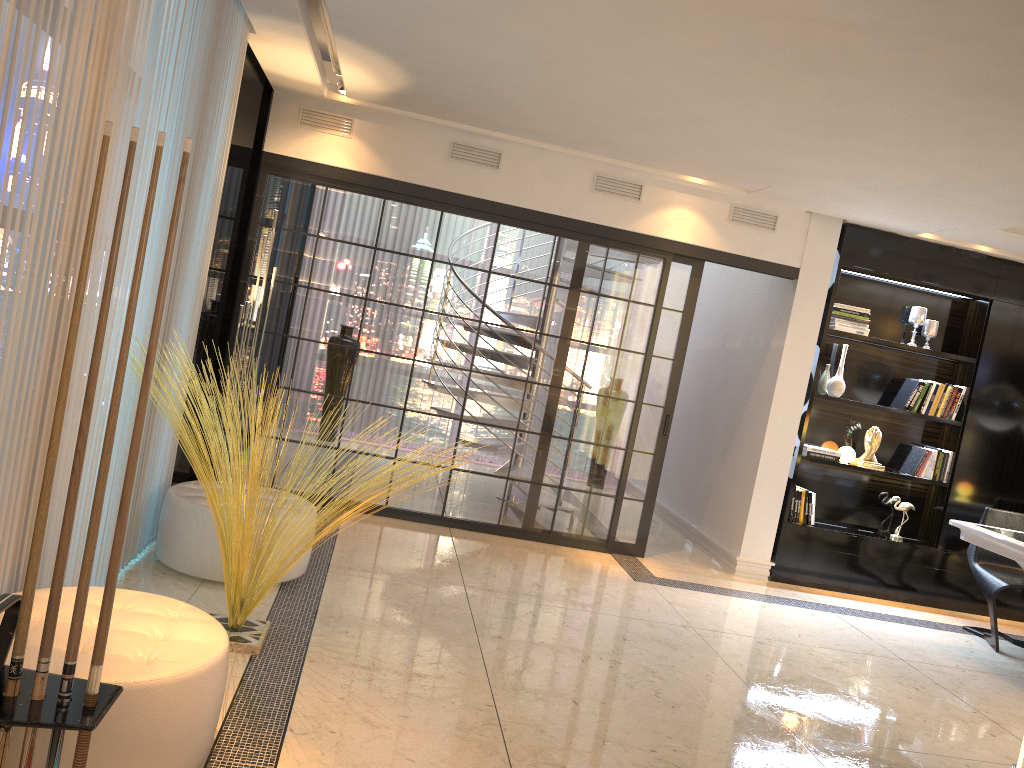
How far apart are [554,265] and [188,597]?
3.3m

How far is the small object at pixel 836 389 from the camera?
6.4m

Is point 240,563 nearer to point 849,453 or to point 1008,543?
point 1008,543

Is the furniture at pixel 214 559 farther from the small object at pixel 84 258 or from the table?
the table

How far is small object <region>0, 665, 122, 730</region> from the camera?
1.6m

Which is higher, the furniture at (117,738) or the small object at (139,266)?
the small object at (139,266)

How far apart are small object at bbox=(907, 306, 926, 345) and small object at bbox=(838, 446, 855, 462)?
1.1 meters

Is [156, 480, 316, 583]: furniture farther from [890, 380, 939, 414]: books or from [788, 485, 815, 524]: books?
[890, 380, 939, 414]: books

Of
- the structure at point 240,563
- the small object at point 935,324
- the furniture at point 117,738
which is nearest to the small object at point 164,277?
the furniture at point 117,738

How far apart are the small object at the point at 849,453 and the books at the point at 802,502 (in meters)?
0.35
